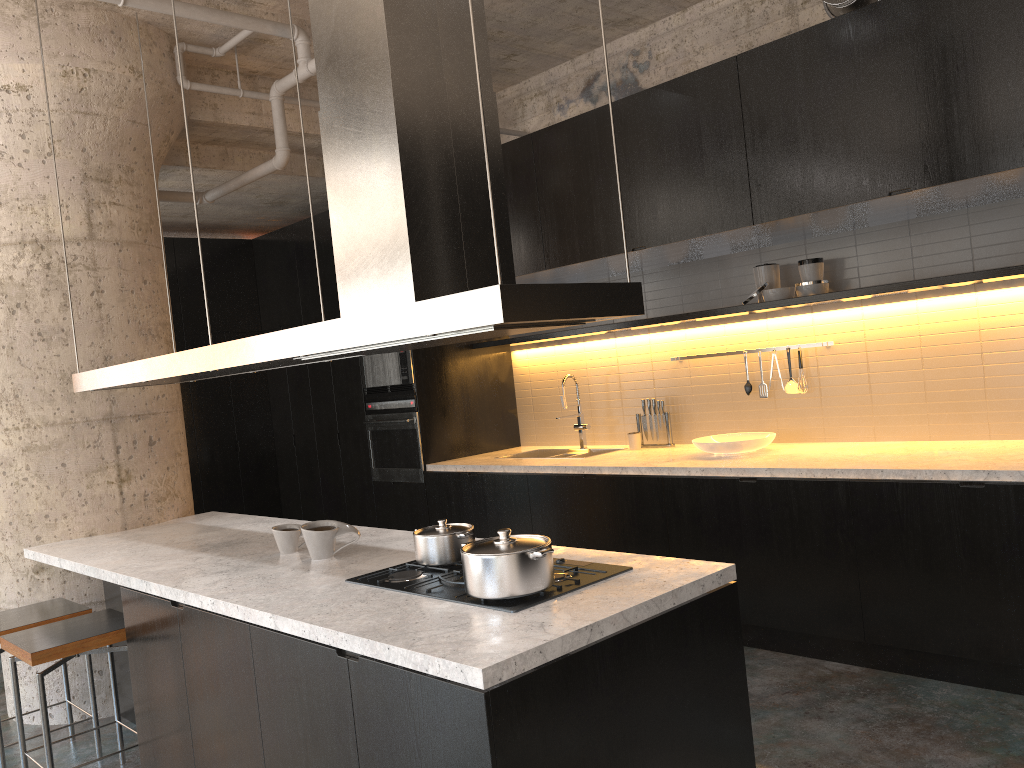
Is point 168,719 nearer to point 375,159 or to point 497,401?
point 375,159

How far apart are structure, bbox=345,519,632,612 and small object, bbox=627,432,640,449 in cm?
315

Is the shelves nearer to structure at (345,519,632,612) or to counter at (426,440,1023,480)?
counter at (426,440,1023,480)

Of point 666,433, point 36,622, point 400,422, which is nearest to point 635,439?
point 666,433

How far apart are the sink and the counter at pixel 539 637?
2.5 meters

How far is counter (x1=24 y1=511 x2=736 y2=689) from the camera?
2.1 meters

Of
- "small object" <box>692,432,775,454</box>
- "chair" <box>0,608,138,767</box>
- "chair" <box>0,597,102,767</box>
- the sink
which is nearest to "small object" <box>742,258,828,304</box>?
"small object" <box>692,432,775,454</box>

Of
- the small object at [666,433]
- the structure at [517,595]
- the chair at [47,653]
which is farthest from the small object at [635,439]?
the chair at [47,653]

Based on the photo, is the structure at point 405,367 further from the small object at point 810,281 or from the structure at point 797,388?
the small object at point 810,281

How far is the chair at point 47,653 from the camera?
3.4m
